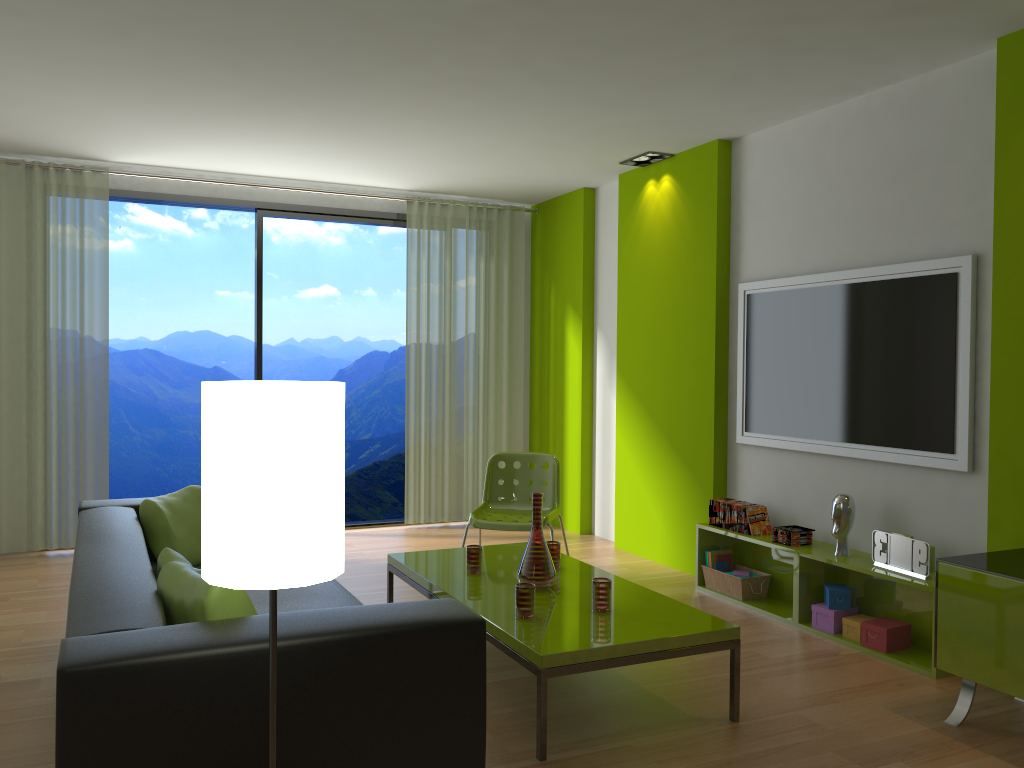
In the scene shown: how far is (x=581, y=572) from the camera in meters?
4.0

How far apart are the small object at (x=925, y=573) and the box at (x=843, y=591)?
0.2 meters

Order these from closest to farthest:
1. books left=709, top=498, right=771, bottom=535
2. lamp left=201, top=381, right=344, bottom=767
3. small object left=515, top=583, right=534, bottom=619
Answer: lamp left=201, top=381, right=344, bottom=767 → small object left=515, top=583, right=534, bottom=619 → books left=709, top=498, right=771, bottom=535

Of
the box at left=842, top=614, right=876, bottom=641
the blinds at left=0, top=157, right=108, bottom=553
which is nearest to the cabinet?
the box at left=842, top=614, right=876, bottom=641

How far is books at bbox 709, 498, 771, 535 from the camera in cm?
480

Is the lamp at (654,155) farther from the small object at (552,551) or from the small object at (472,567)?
the small object at (472,567)

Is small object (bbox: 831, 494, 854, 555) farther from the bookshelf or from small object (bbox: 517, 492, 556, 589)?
small object (bbox: 517, 492, 556, 589)

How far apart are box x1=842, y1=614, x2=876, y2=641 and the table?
Answer: 1.14m

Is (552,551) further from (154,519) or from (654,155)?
(654,155)

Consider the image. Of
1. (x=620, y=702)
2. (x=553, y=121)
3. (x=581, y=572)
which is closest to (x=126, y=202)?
(x=553, y=121)
